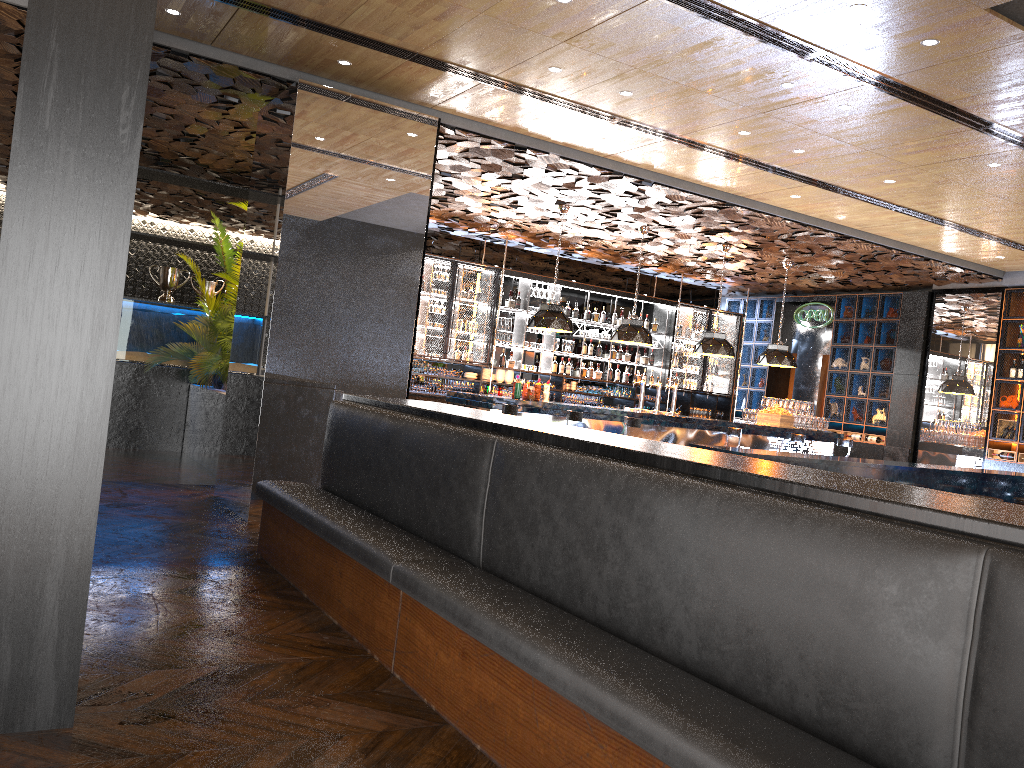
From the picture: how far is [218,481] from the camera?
8.03m

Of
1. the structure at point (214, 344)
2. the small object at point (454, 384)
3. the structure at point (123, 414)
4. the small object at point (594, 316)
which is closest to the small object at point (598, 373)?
the small object at point (594, 316)

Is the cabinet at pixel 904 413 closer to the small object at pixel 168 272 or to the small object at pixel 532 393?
the small object at pixel 532 393

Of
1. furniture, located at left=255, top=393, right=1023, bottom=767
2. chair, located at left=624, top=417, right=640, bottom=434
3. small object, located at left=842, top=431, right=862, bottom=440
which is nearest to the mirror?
small object, located at left=842, top=431, right=862, bottom=440

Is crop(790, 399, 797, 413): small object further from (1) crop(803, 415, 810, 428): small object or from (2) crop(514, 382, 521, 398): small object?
(2) crop(514, 382, 521, 398): small object

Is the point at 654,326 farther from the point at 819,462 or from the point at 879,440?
the point at 819,462

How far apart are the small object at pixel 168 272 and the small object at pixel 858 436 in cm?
1071

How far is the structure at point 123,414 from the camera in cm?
1088

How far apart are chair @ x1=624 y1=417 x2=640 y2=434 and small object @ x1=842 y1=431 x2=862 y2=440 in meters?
6.1

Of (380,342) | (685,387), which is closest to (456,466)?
(380,342)
